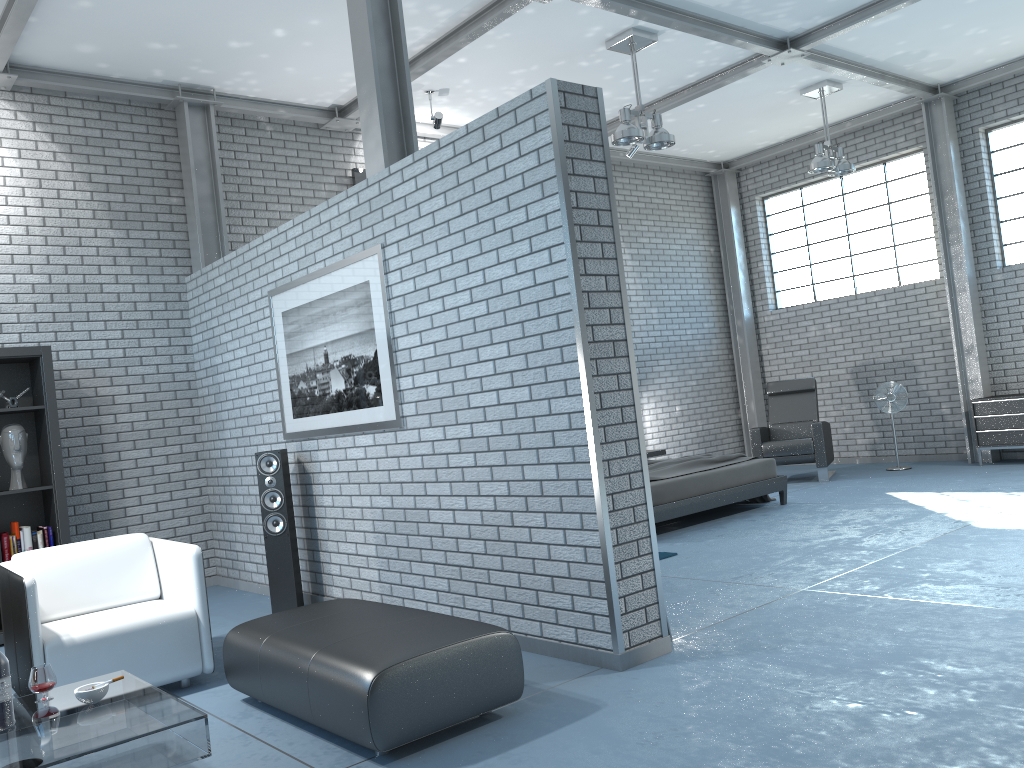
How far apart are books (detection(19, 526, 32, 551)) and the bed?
4.40m

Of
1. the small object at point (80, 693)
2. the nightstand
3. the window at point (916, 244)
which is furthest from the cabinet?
the small object at point (80, 693)

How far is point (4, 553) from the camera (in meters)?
5.76

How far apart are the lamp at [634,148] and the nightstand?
3.2m

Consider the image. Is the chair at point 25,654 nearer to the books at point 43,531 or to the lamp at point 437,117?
the books at point 43,531

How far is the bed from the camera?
7.0m

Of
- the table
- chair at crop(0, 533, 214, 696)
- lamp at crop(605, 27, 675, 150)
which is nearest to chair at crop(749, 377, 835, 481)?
lamp at crop(605, 27, 675, 150)

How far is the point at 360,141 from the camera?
8.4m

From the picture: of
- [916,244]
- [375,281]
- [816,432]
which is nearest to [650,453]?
[816,432]

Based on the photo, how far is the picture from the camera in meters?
4.9 m
